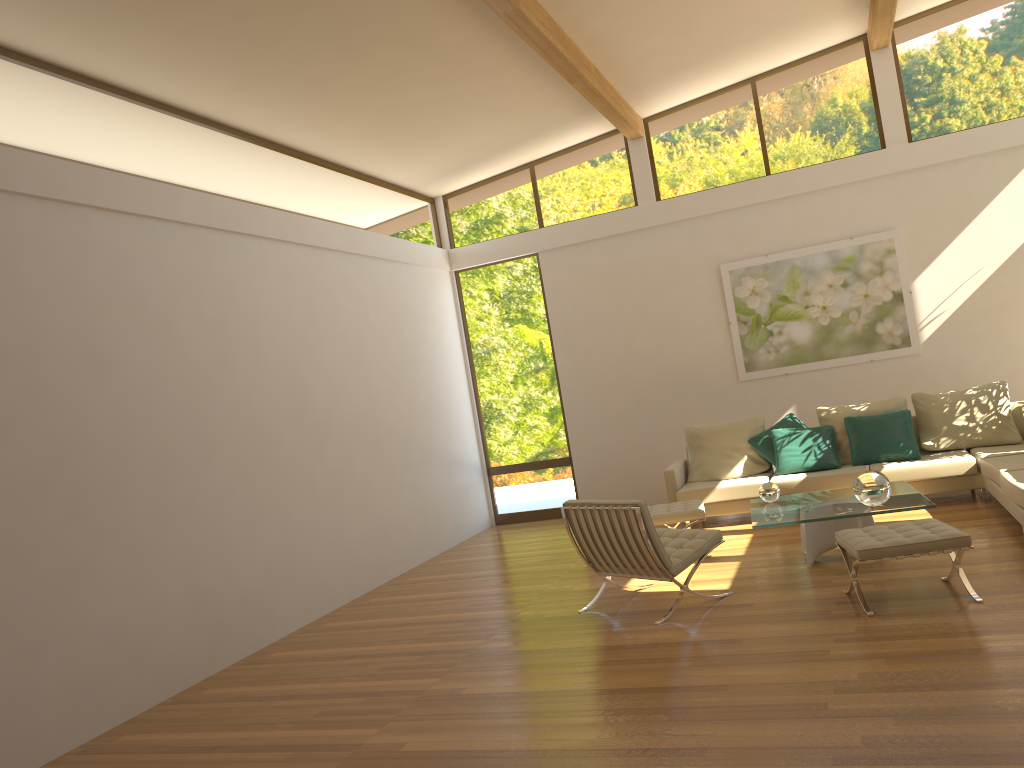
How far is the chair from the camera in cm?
550

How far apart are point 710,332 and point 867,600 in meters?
4.9

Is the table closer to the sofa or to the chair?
the chair

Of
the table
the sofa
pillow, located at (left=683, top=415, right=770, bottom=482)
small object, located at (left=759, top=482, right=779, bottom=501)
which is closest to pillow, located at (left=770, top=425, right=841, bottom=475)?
the sofa

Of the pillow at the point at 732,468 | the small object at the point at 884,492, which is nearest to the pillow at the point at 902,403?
the pillow at the point at 732,468

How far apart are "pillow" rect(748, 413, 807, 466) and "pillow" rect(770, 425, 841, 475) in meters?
0.1 m

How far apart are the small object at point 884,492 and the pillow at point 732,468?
2.7 meters

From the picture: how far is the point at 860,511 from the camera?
5.85m

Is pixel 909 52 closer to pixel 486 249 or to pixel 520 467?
pixel 486 249

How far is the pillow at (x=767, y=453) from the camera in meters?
8.5 m
